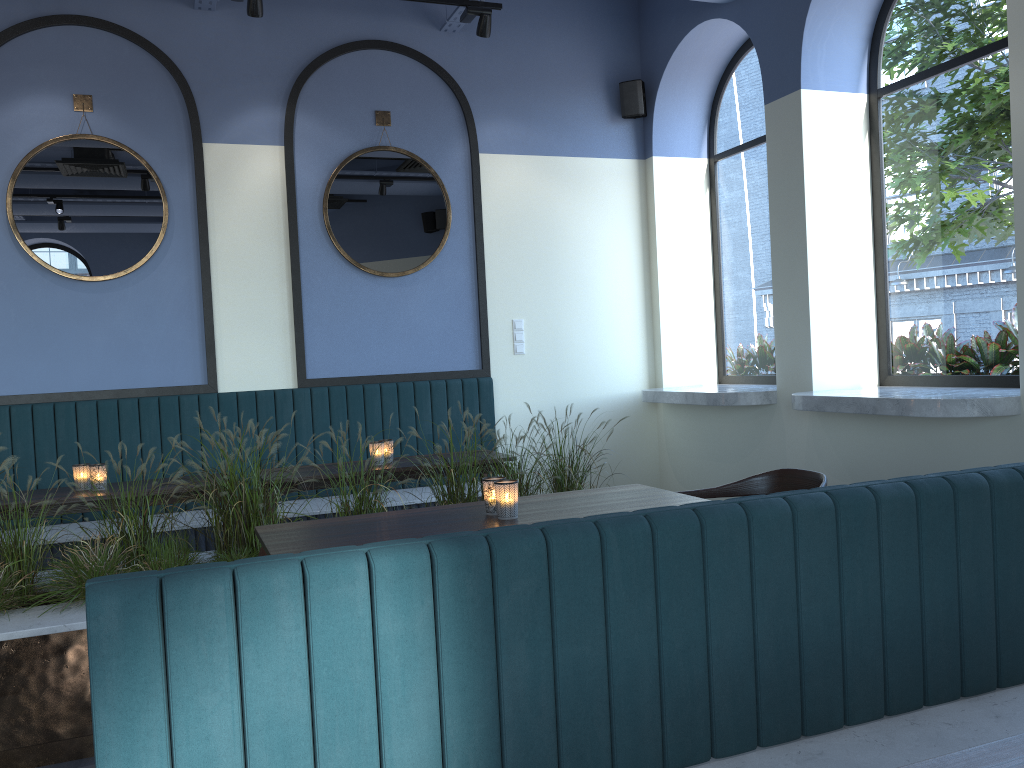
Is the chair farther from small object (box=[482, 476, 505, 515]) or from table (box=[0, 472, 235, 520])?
table (box=[0, 472, 235, 520])

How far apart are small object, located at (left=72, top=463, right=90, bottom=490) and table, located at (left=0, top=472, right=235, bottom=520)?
0.09m

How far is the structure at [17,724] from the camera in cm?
289

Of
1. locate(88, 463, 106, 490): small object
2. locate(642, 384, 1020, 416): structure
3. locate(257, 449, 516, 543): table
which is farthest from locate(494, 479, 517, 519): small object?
locate(88, 463, 106, 490): small object

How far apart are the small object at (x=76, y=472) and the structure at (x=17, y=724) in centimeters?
54cm

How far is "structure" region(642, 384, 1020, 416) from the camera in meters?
3.8

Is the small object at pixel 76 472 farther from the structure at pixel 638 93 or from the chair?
the structure at pixel 638 93

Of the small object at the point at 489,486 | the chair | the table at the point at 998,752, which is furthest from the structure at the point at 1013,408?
the small object at the point at 489,486

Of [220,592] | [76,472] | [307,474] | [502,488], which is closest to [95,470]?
[76,472]

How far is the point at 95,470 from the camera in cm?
408
